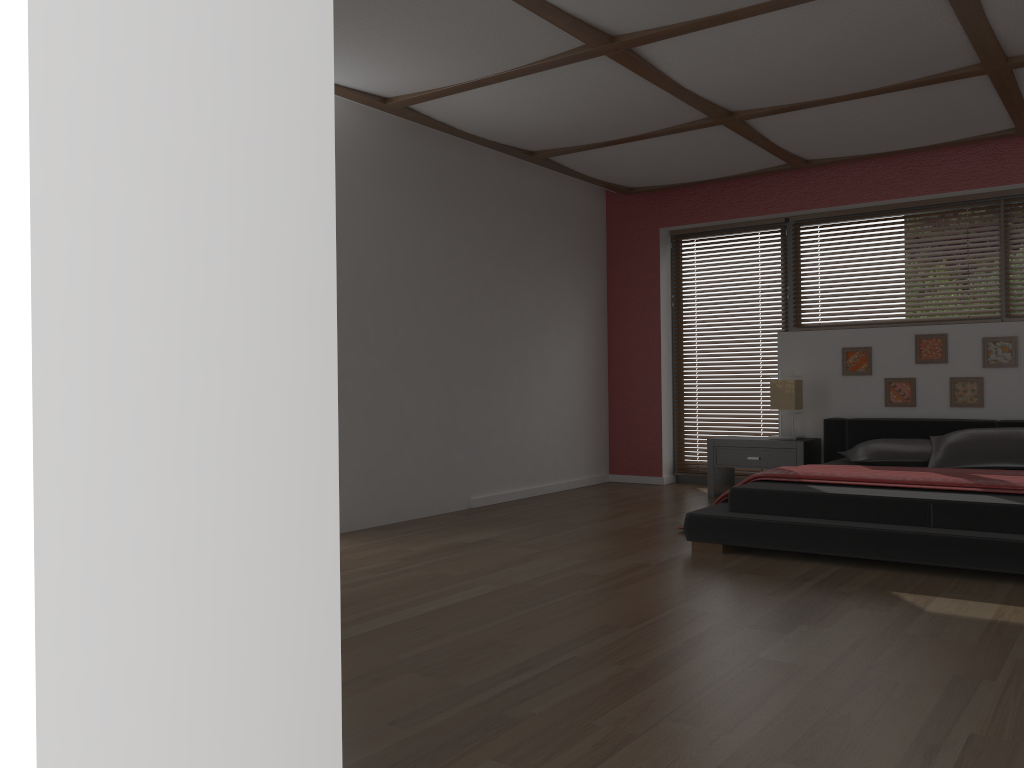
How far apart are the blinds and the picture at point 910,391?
1.09m

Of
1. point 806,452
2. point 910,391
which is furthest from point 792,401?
point 910,391

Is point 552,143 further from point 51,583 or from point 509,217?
point 51,583

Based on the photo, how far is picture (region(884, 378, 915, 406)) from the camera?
6.06m

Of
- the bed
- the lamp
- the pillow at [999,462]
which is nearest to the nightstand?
the bed

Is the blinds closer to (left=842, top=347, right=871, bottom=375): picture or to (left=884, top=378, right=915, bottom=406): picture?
(left=842, top=347, right=871, bottom=375): picture

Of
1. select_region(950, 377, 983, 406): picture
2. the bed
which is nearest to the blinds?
the bed

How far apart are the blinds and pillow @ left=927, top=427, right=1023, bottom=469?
1.64m

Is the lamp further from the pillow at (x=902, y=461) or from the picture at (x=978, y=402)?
the picture at (x=978, y=402)

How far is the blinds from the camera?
7.0 meters
